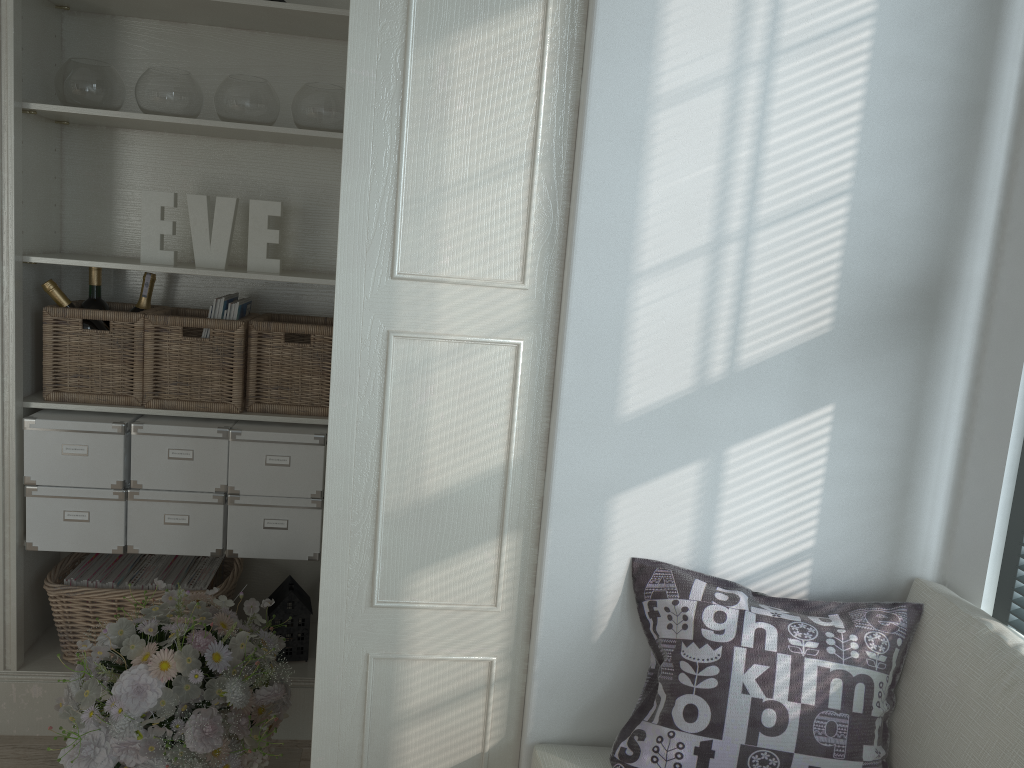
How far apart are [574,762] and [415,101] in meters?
1.2 m

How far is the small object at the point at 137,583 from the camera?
2.6 meters

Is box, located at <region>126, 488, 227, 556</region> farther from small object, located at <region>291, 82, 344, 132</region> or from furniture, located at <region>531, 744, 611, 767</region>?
furniture, located at <region>531, 744, 611, 767</region>

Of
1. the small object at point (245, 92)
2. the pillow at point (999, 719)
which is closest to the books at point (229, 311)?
the small object at point (245, 92)

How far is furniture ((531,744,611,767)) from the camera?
1.6m

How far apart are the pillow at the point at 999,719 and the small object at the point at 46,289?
2.2 meters

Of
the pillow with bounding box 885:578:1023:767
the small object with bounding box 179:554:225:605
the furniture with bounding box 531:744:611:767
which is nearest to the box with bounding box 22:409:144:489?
the small object with bounding box 179:554:225:605

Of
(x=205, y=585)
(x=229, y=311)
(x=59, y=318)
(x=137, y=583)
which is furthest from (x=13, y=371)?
(x=205, y=585)

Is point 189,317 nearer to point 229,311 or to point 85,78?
point 229,311

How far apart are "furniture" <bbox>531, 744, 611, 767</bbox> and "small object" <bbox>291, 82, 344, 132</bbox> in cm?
175
